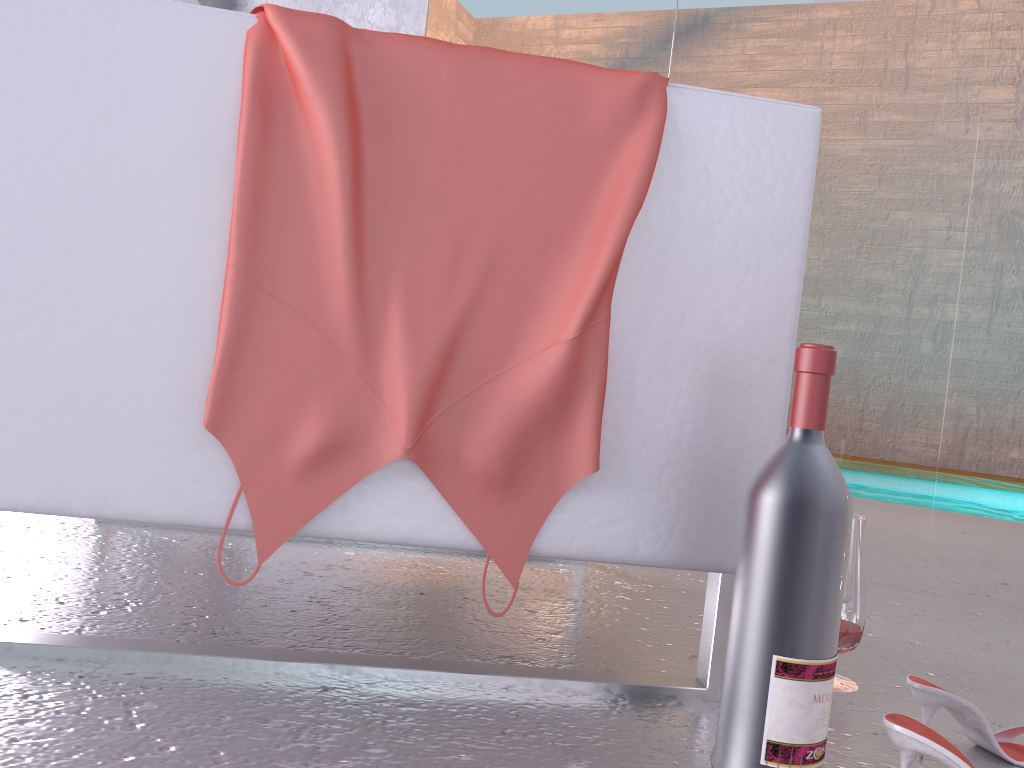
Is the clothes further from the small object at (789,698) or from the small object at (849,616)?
the small object at (849,616)

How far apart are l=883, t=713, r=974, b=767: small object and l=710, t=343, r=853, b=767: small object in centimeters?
6cm

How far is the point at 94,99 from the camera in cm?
91

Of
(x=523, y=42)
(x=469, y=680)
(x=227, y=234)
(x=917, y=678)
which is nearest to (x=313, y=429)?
(x=227, y=234)

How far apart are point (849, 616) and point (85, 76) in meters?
1.1 m

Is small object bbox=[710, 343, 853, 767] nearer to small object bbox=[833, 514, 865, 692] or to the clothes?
the clothes

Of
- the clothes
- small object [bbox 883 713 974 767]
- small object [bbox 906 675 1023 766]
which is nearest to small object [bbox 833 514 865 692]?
small object [bbox 906 675 1023 766]

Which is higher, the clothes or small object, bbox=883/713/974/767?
the clothes

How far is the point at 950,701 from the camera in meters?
1.0 m

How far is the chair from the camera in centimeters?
91cm
